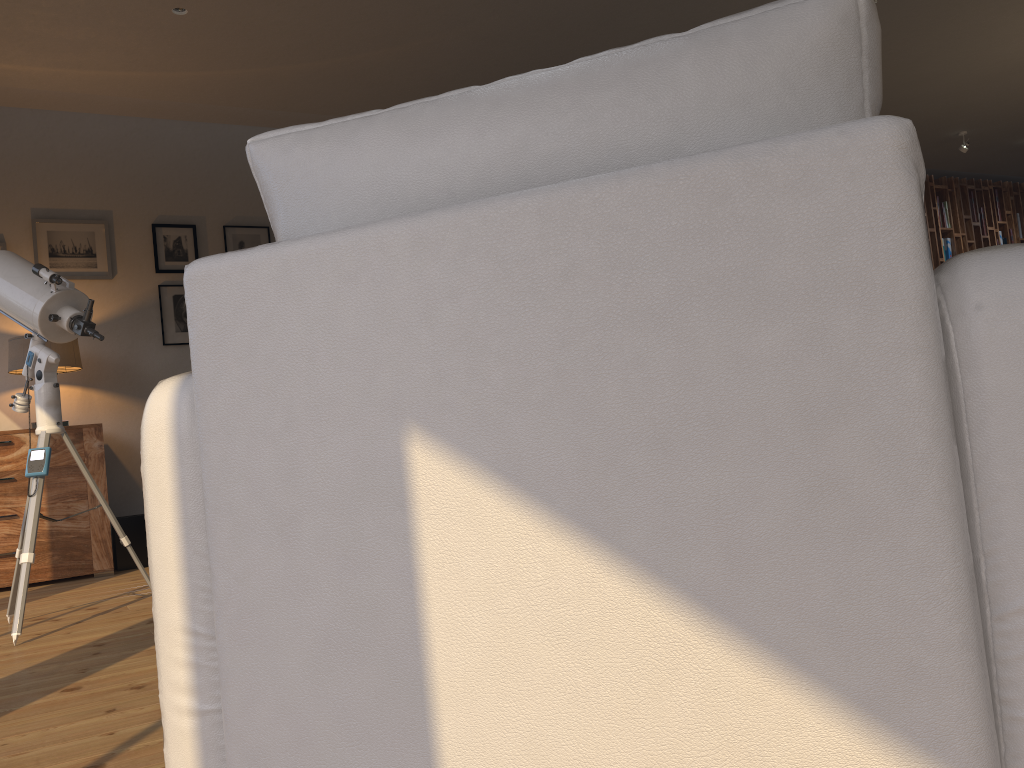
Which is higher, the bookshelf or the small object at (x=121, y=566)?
the bookshelf

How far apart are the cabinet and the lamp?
0.35m

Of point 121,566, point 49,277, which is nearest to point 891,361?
point 49,277

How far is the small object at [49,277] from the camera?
3.19m

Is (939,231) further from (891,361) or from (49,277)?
(891,361)

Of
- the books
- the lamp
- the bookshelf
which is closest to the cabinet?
the lamp

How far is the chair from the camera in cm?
73

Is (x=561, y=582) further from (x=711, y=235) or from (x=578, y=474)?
(x=711, y=235)

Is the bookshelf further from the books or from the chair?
the chair

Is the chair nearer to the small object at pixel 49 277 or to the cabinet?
the small object at pixel 49 277
